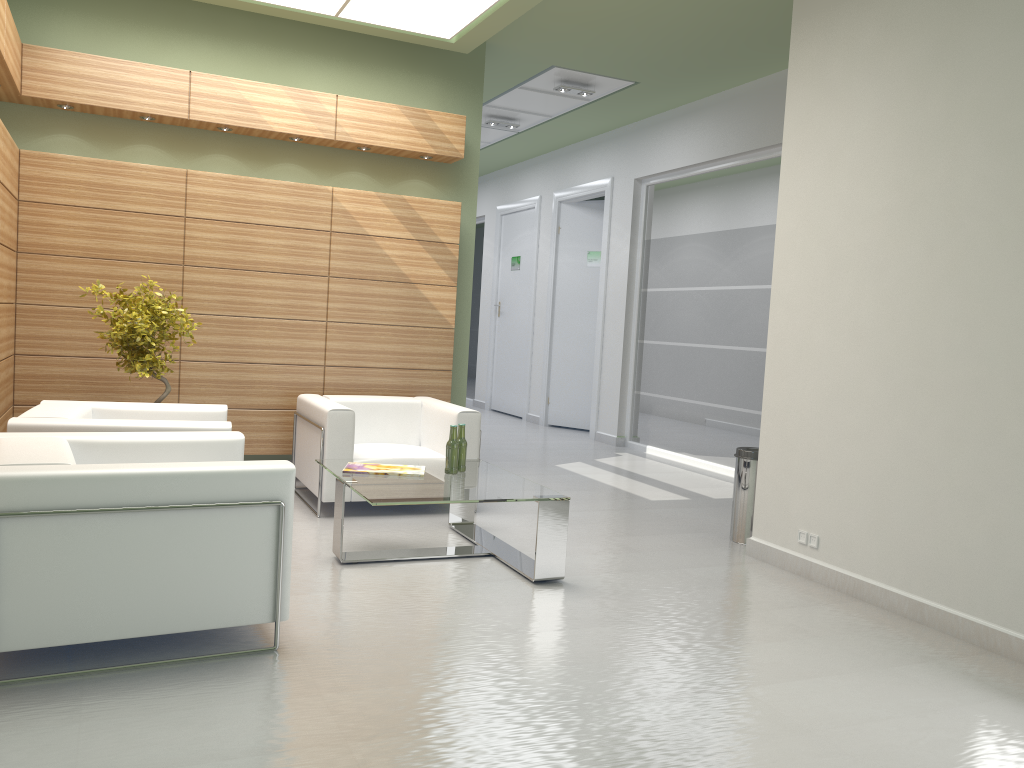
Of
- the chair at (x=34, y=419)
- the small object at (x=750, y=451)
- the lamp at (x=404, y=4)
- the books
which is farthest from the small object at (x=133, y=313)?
the small object at (x=750, y=451)

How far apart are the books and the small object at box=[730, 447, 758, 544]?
3.5m

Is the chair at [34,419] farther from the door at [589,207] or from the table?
the door at [589,207]

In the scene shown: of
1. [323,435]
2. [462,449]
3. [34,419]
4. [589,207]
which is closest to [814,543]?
[462,449]

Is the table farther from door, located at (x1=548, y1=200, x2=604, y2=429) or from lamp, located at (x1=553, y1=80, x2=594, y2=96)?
door, located at (x1=548, y1=200, x2=604, y2=429)

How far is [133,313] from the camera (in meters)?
9.44

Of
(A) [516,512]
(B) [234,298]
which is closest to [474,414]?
(A) [516,512]

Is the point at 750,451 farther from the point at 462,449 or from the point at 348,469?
the point at 348,469

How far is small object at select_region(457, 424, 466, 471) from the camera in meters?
8.7

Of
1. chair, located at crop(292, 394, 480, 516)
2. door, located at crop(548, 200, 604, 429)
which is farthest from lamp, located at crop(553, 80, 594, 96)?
chair, located at crop(292, 394, 480, 516)
